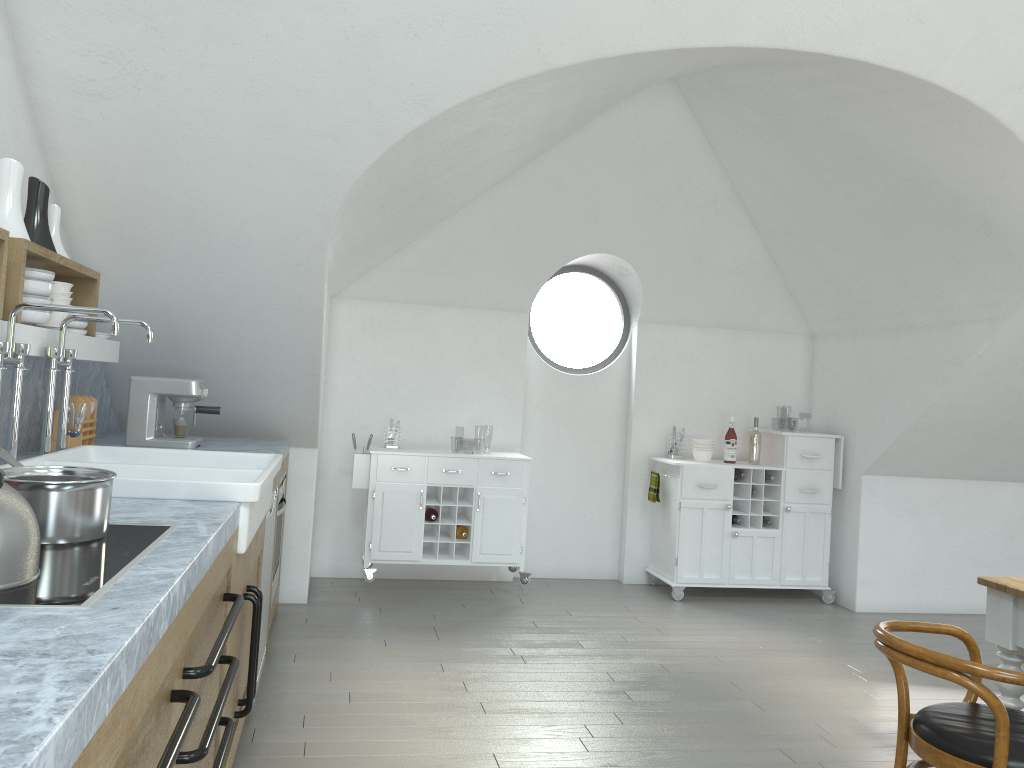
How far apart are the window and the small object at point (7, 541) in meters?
5.1 m

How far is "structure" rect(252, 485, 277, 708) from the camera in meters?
3.7 m

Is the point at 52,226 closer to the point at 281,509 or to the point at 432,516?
the point at 281,509

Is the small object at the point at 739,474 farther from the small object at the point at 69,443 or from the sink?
the small object at the point at 69,443

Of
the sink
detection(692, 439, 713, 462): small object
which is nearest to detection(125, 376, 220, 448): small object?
the sink

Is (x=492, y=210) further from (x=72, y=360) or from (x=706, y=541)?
(x=72, y=360)

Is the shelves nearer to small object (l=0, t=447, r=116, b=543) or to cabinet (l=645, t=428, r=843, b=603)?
small object (l=0, t=447, r=116, b=543)

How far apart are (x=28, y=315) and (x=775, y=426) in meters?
39.7

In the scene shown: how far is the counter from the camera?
0.9m

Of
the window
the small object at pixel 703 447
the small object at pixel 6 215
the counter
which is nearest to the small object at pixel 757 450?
the small object at pixel 703 447
